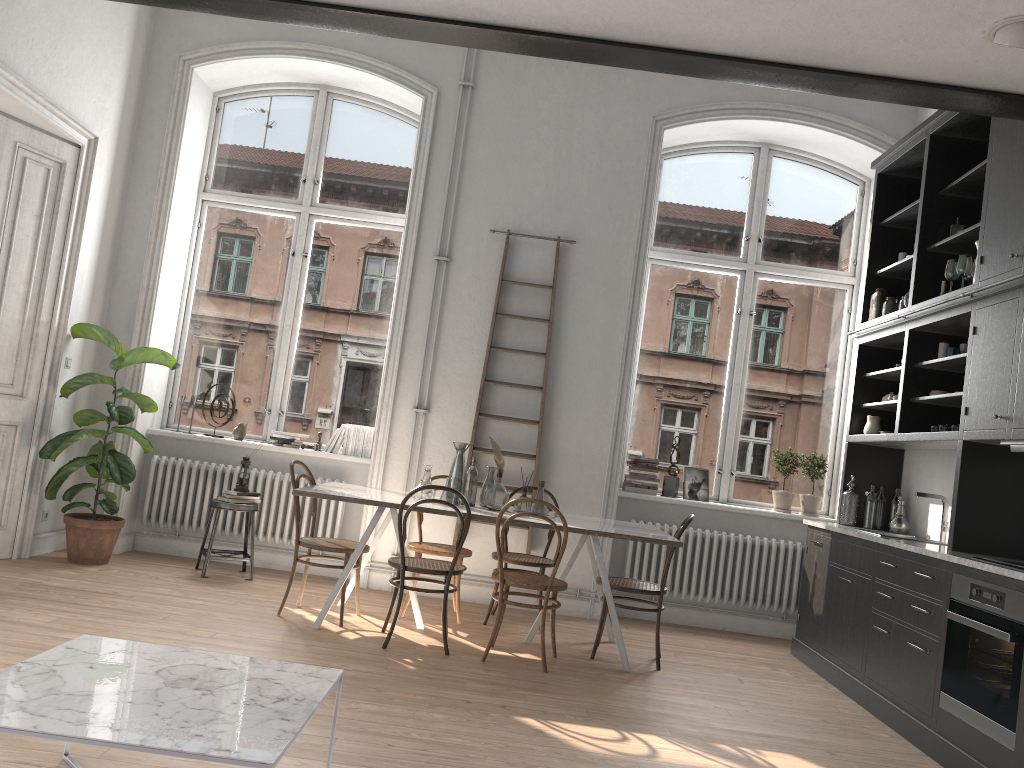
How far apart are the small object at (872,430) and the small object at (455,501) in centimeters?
291cm

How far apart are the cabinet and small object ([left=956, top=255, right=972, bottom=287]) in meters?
0.1

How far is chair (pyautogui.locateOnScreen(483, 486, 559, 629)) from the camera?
5.8 meters

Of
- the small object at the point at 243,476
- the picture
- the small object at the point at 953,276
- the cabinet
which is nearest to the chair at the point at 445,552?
the small object at the point at 243,476

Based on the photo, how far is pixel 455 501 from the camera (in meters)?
5.41

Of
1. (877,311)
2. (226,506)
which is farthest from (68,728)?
(877,311)

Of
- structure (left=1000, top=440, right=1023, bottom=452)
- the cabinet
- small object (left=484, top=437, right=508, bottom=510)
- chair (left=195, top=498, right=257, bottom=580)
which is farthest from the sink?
chair (left=195, top=498, right=257, bottom=580)

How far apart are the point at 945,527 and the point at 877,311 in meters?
1.6

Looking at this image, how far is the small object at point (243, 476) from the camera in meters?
6.4

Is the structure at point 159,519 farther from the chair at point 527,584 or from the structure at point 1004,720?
the structure at point 1004,720
